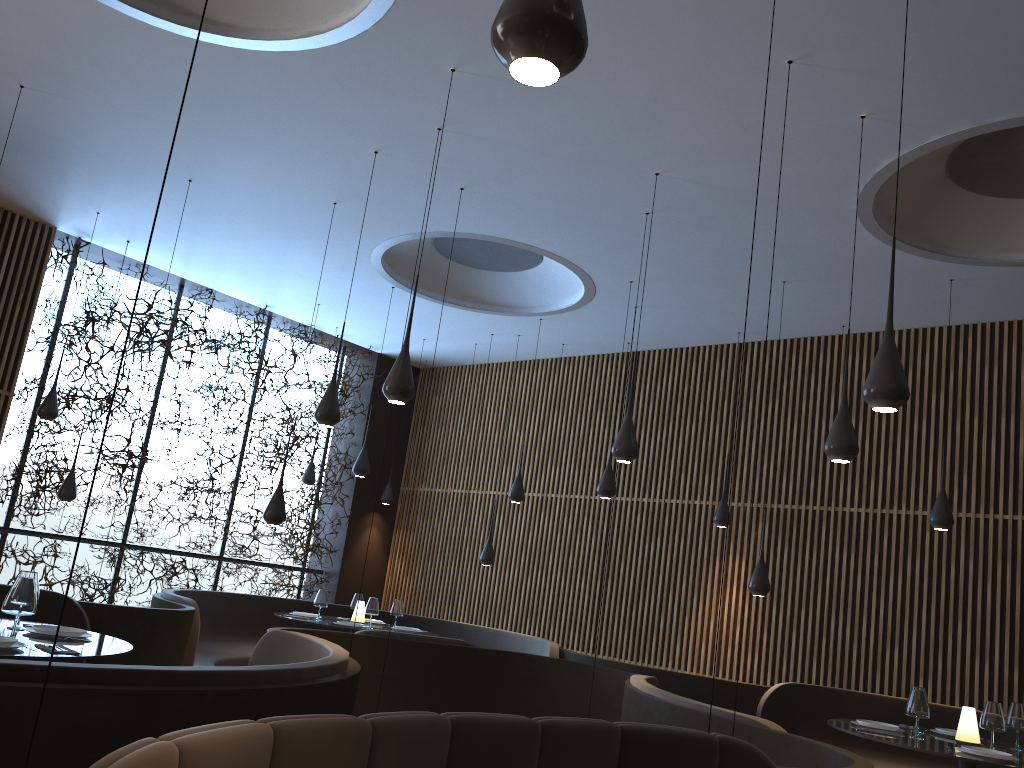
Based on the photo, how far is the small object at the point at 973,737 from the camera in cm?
551

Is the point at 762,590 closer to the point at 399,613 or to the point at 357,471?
the point at 399,613

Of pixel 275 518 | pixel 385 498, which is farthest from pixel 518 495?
pixel 385 498

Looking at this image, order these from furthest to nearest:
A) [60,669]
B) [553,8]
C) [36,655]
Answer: [36,655], [60,669], [553,8]

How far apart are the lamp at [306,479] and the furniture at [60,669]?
5.8 meters

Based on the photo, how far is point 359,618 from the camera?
8.99m

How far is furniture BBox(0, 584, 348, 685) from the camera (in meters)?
2.80

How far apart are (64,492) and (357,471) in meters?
3.0

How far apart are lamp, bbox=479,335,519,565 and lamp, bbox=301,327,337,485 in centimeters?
265cm

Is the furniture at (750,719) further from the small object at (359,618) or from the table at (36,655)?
the small object at (359,618)
